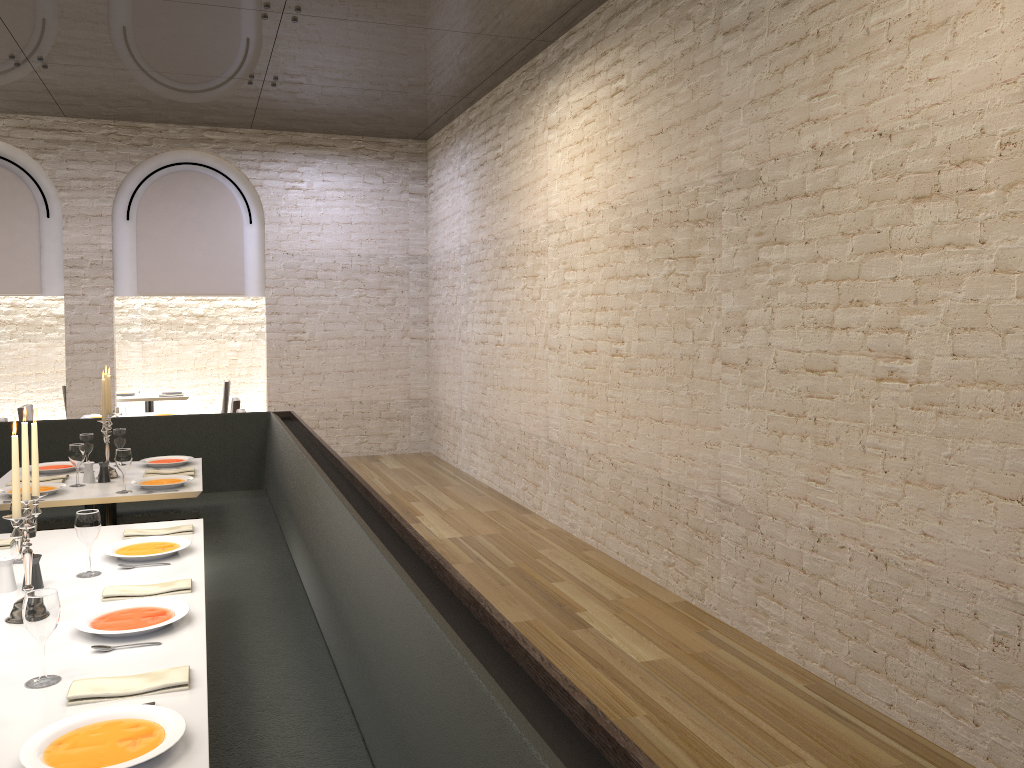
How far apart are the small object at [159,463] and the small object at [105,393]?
0.3 meters

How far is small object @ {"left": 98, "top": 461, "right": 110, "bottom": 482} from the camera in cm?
499

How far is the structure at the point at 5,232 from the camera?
9.5m

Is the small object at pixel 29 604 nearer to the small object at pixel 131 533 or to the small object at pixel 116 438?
the small object at pixel 131 533

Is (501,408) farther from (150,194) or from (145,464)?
(150,194)

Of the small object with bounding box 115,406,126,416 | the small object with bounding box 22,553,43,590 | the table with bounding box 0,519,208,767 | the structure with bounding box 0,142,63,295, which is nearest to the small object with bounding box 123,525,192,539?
the table with bounding box 0,519,208,767

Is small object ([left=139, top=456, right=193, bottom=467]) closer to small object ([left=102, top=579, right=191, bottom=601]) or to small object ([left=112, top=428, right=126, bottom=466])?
small object ([left=112, top=428, right=126, bottom=466])

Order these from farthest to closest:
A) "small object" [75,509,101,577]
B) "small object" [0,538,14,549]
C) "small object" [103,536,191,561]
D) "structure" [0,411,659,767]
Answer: "small object" [0,538,14,549] → "small object" [103,536,191,561] → "small object" [75,509,101,577] → "structure" [0,411,659,767]

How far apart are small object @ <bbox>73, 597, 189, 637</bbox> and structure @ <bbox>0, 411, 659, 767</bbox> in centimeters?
36cm

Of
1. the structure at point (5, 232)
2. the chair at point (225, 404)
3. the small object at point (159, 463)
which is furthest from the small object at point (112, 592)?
the chair at point (225, 404)
